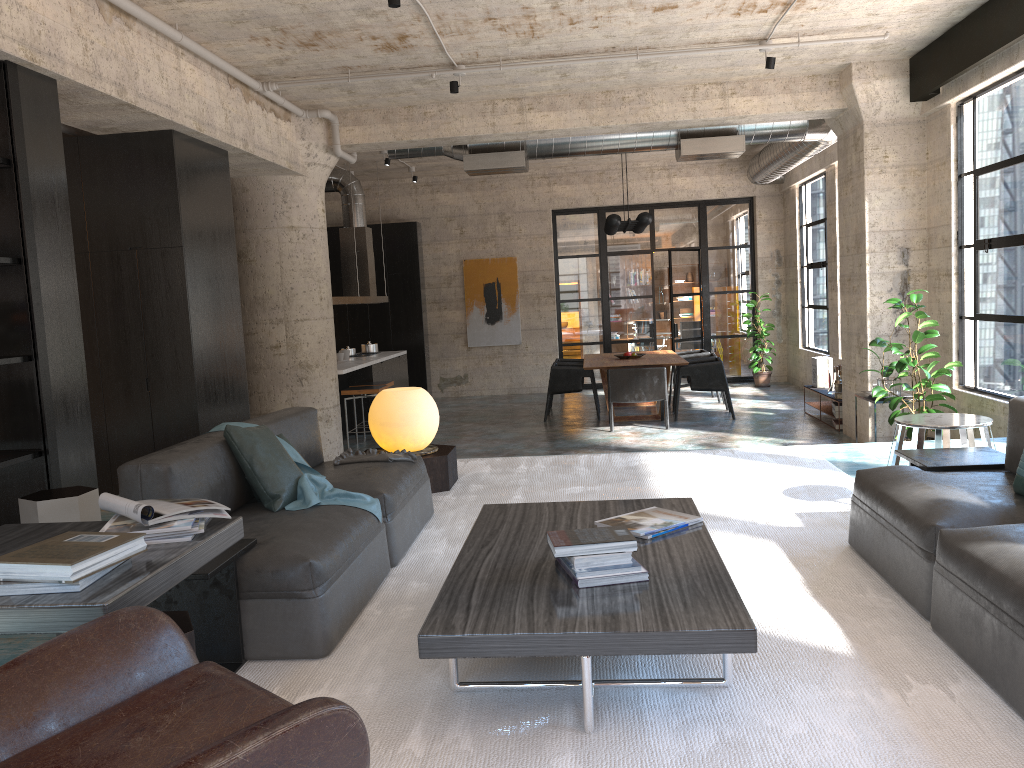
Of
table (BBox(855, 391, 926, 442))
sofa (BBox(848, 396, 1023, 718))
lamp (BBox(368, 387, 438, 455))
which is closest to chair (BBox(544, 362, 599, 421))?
table (BBox(855, 391, 926, 442))

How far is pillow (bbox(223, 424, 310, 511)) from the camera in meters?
3.7 m

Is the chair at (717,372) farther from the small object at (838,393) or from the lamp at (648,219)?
the lamp at (648,219)

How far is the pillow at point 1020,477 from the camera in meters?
3.2 m

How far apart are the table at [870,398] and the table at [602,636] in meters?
5.0 m

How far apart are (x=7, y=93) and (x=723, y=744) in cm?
460

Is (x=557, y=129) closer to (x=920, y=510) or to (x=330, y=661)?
(x=920, y=510)

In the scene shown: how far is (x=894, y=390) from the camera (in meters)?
7.98

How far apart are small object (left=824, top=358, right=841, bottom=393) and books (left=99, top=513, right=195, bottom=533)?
8.9 meters

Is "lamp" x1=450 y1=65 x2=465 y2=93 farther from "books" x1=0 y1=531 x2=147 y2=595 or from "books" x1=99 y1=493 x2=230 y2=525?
"books" x1=0 y1=531 x2=147 y2=595
